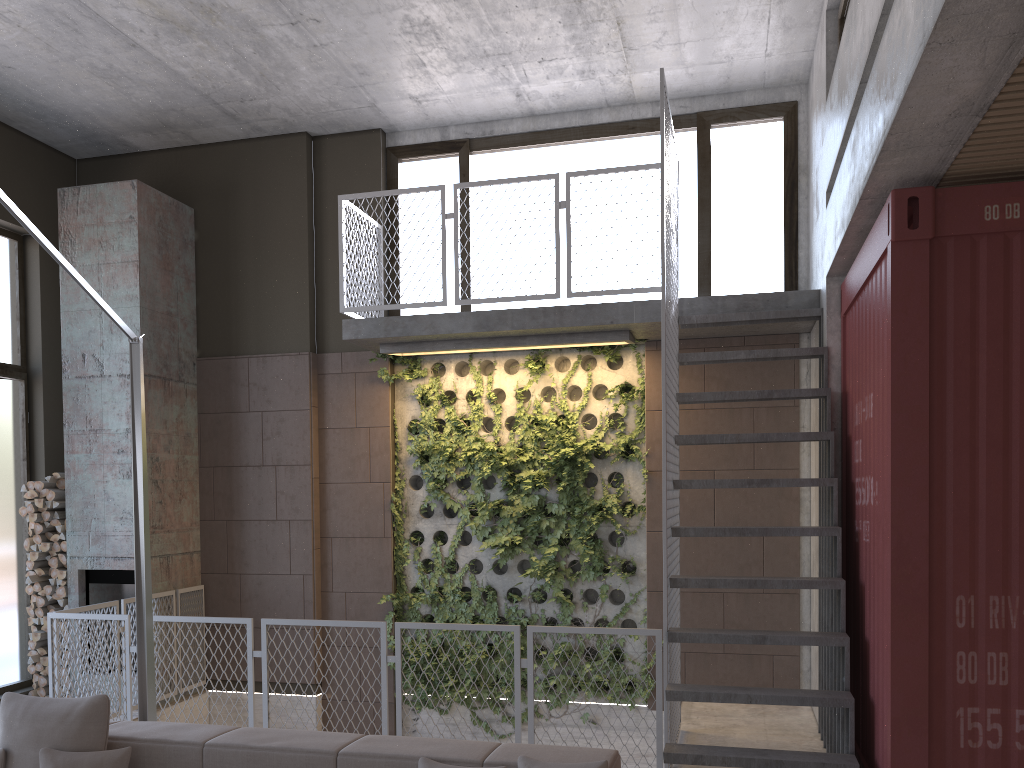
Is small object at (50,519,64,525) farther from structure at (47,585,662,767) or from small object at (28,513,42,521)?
structure at (47,585,662,767)

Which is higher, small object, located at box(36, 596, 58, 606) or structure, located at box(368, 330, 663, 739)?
structure, located at box(368, 330, 663, 739)

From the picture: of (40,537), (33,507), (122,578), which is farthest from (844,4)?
(40,537)

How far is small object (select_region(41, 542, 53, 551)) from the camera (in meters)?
7.65

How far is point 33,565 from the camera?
7.7m

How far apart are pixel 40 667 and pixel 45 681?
0.1 meters

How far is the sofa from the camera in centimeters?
337cm

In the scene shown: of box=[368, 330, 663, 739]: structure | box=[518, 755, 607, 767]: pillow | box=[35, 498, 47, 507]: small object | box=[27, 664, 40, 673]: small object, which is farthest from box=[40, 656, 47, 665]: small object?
box=[518, 755, 607, 767]: pillow

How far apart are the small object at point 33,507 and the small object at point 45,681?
1.5m

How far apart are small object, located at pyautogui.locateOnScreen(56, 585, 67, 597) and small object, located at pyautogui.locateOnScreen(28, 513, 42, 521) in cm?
65
